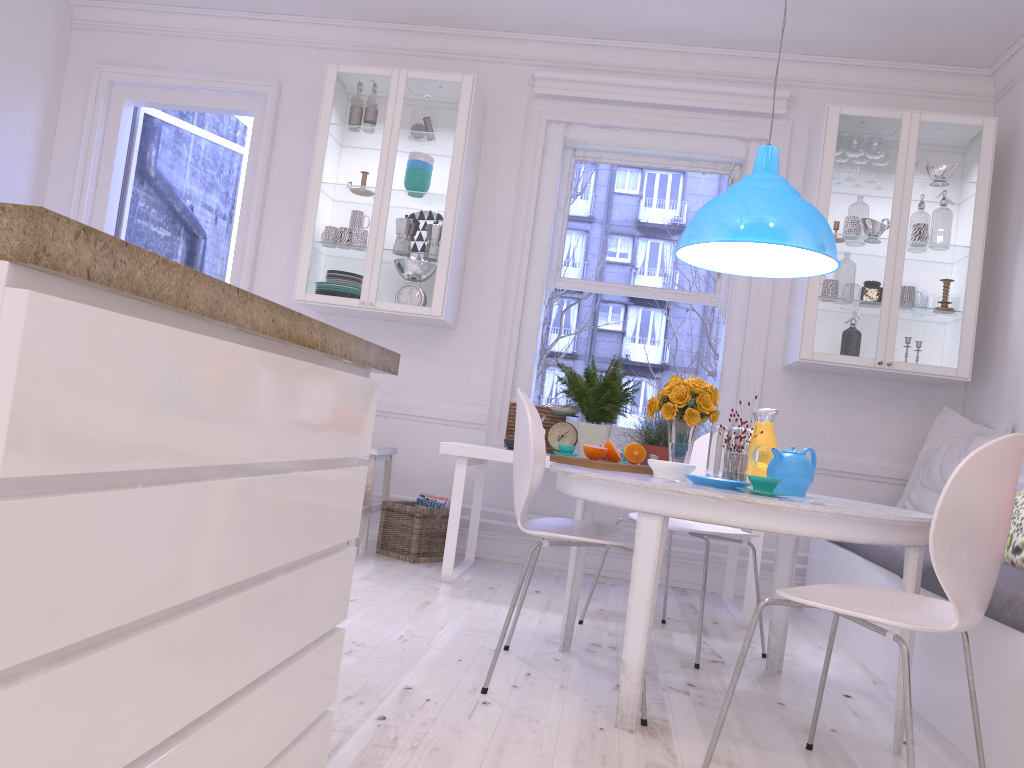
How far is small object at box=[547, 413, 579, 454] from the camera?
4.4 meters

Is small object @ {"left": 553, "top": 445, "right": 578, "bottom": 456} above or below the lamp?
below

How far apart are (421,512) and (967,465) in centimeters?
303cm

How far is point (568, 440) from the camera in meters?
4.4

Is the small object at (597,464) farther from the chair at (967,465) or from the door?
the door

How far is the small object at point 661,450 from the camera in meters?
4.1 m

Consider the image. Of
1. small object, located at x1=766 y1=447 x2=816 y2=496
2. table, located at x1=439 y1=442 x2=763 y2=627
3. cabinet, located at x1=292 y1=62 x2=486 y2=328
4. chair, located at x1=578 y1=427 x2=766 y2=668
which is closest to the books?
table, located at x1=439 y1=442 x2=763 y2=627

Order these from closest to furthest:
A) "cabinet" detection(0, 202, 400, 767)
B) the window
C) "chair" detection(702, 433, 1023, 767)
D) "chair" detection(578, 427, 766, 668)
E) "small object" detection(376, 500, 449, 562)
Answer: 1. "cabinet" detection(0, 202, 400, 767)
2. "chair" detection(702, 433, 1023, 767)
3. "chair" detection(578, 427, 766, 668)
4. "small object" detection(376, 500, 449, 562)
5. the window

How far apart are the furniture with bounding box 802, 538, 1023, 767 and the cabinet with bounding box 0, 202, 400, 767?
1.6m

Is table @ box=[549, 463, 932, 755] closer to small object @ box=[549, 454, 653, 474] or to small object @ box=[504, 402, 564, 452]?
small object @ box=[549, 454, 653, 474]
